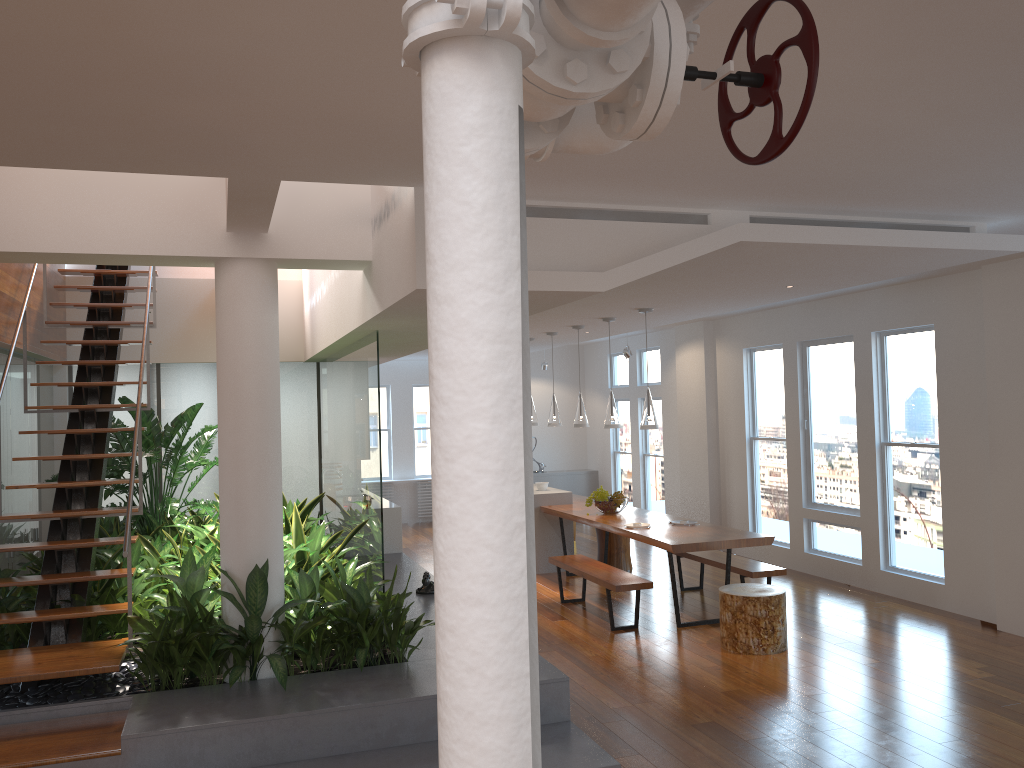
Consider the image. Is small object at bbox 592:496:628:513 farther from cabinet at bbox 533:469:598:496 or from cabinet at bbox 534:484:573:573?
cabinet at bbox 533:469:598:496

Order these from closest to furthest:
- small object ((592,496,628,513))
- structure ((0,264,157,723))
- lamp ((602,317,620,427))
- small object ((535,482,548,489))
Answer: structure ((0,264,157,723))
lamp ((602,317,620,427))
small object ((592,496,628,513))
small object ((535,482,548,489))

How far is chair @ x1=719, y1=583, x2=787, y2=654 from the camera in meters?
6.1 m

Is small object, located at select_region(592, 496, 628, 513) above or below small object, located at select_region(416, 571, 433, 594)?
above

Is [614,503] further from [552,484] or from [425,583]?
[552,484]

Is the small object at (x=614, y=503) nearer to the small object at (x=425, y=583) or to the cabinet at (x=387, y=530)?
the cabinet at (x=387, y=530)

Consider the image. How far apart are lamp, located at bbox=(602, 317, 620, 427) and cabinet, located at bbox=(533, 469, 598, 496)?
5.7 meters

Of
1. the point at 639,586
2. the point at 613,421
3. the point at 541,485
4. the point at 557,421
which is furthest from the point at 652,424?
the point at 541,485

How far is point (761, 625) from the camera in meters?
6.1 m

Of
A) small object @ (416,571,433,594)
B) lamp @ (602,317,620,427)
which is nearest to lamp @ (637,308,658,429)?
lamp @ (602,317,620,427)
